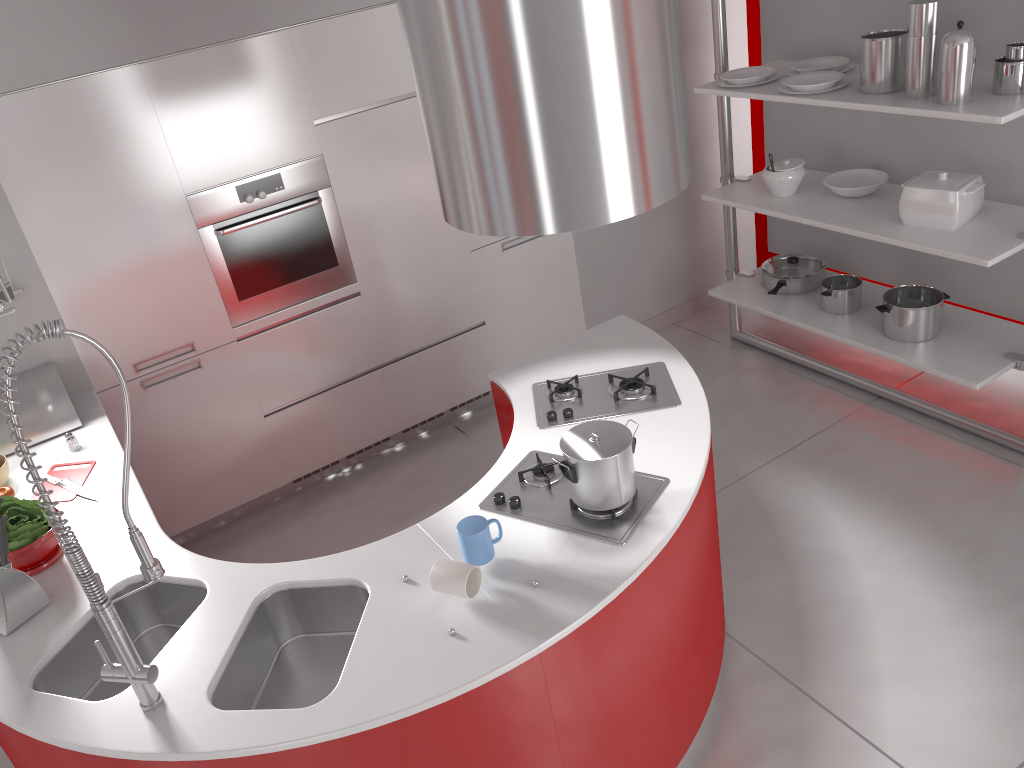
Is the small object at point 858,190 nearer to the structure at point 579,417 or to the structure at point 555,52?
the structure at point 579,417

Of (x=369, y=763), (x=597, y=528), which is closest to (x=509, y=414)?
(x=597, y=528)

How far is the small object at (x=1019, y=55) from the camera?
3.1m

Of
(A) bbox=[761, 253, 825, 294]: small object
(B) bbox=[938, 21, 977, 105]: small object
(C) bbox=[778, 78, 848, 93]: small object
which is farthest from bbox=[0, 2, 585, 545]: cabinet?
(B) bbox=[938, 21, 977, 105]: small object

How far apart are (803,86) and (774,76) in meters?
0.4 m

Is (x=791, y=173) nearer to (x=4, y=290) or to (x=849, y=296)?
(x=849, y=296)

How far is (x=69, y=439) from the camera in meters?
3.2 m

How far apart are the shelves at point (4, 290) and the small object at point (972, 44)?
3.1 meters

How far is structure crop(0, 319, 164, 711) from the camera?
1.7m

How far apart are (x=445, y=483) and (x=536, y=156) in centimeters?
246cm
